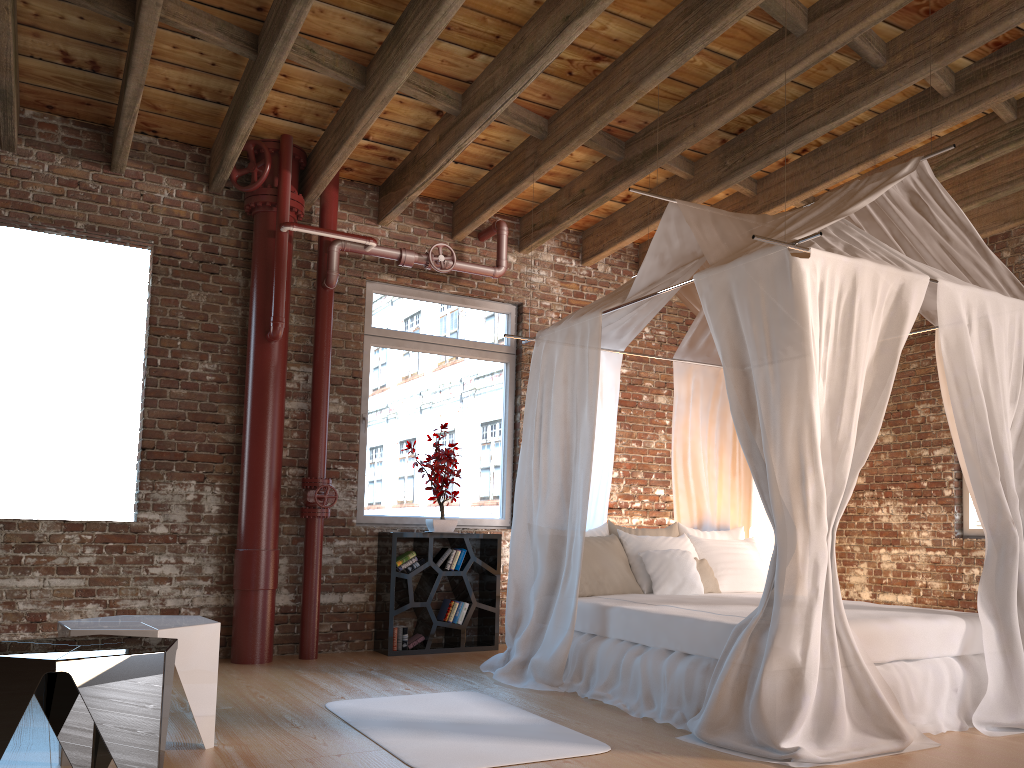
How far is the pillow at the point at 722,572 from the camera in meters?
5.7

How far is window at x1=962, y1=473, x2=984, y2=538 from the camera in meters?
6.6 m

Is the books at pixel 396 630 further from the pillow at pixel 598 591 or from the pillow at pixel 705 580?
the pillow at pixel 705 580

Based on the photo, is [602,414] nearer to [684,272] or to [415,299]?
[684,272]

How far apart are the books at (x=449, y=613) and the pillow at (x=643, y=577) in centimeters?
136cm

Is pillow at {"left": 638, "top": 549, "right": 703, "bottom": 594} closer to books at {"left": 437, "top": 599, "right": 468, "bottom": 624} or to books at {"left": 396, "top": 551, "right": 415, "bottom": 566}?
books at {"left": 437, "top": 599, "right": 468, "bottom": 624}

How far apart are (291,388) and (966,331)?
4.22m

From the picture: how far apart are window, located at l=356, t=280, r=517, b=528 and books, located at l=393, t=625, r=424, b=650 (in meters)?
0.79

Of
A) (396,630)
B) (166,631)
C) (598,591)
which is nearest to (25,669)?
(166,631)

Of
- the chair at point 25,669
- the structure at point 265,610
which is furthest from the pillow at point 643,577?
the chair at point 25,669
